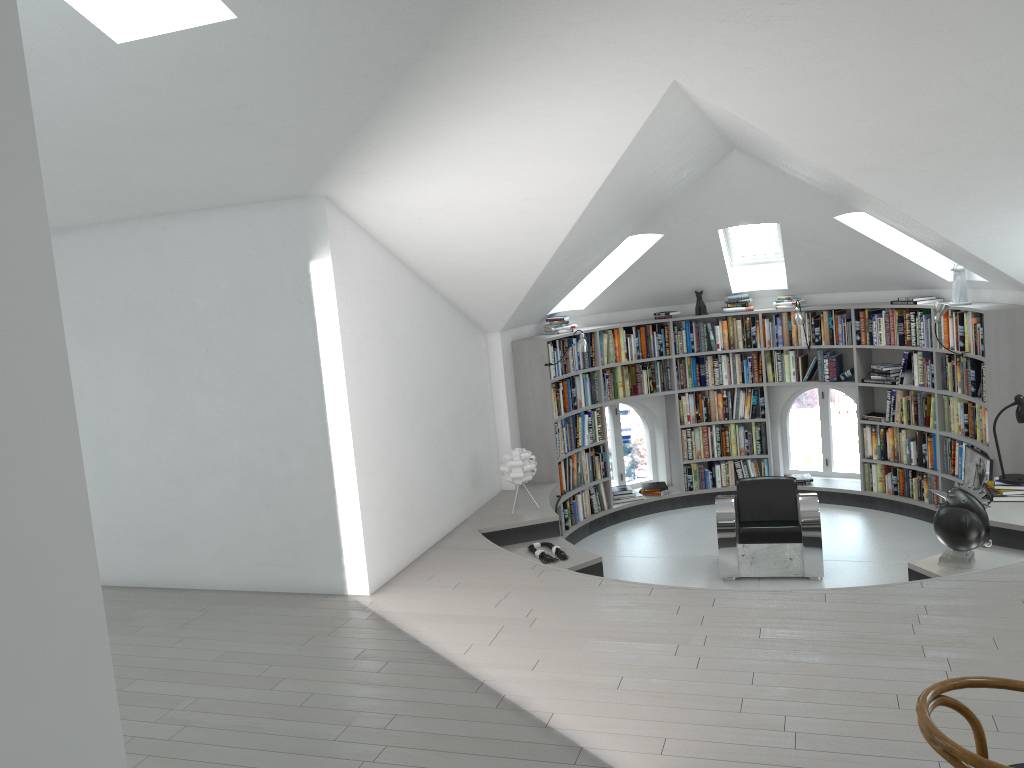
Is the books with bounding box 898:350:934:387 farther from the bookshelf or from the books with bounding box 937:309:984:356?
the books with bounding box 937:309:984:356

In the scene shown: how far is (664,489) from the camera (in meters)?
9.54

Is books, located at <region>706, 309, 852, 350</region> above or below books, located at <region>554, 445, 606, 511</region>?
above

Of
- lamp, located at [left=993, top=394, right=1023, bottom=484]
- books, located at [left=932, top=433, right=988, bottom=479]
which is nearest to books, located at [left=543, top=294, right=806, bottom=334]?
books, located at [left=932, top=433, right=988, bottom=479]

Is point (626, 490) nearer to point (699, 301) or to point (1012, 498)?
point (699, 301)

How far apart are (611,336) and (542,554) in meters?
3.1 m

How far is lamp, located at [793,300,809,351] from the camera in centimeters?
880cm

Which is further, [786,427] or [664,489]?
[786,427]

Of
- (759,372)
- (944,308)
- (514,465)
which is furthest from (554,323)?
(944,308)

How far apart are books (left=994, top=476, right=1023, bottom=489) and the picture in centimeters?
47cm
